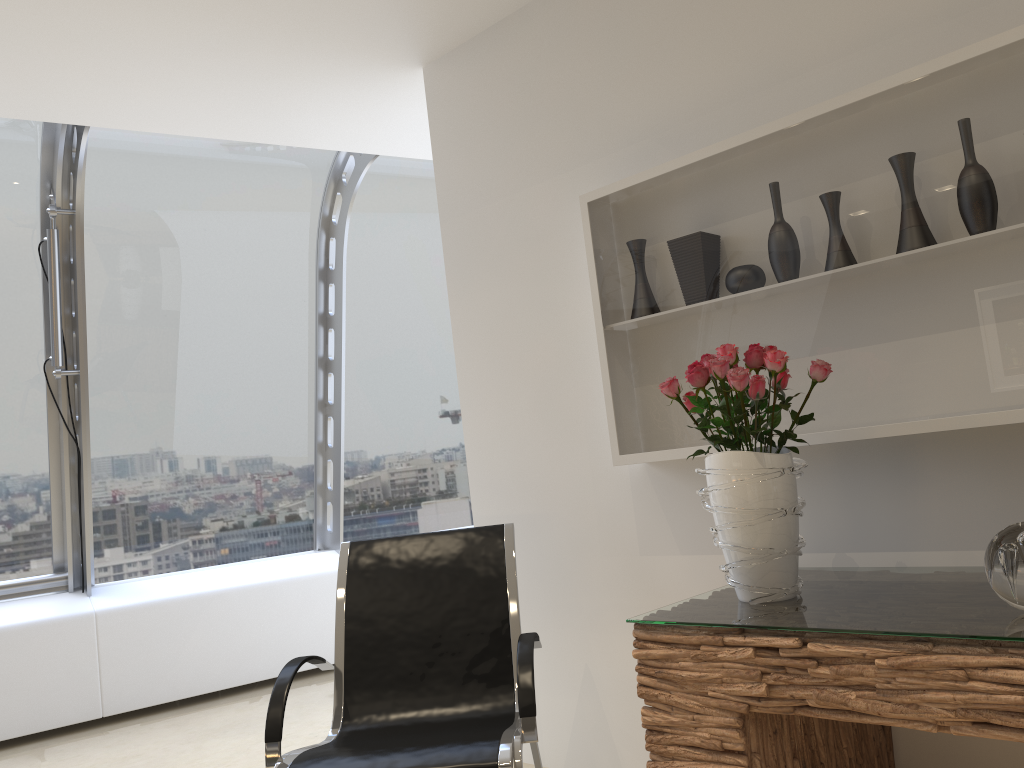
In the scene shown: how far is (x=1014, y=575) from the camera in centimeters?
168cm

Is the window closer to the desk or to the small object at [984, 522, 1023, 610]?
the desk

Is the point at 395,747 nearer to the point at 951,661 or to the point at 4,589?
the point at 951,661

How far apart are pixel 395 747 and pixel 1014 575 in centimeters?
156cm

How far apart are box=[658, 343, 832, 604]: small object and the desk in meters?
0.0 m

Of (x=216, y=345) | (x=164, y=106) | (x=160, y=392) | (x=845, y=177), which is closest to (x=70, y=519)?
(x=160, y=392)

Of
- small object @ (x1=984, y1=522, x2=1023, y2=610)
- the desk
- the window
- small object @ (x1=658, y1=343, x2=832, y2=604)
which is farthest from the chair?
the window

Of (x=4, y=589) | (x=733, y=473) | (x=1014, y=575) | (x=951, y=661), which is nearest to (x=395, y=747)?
(x=733, y=473)

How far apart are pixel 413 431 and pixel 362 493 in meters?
0.6 m

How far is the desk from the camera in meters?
1.6 m
